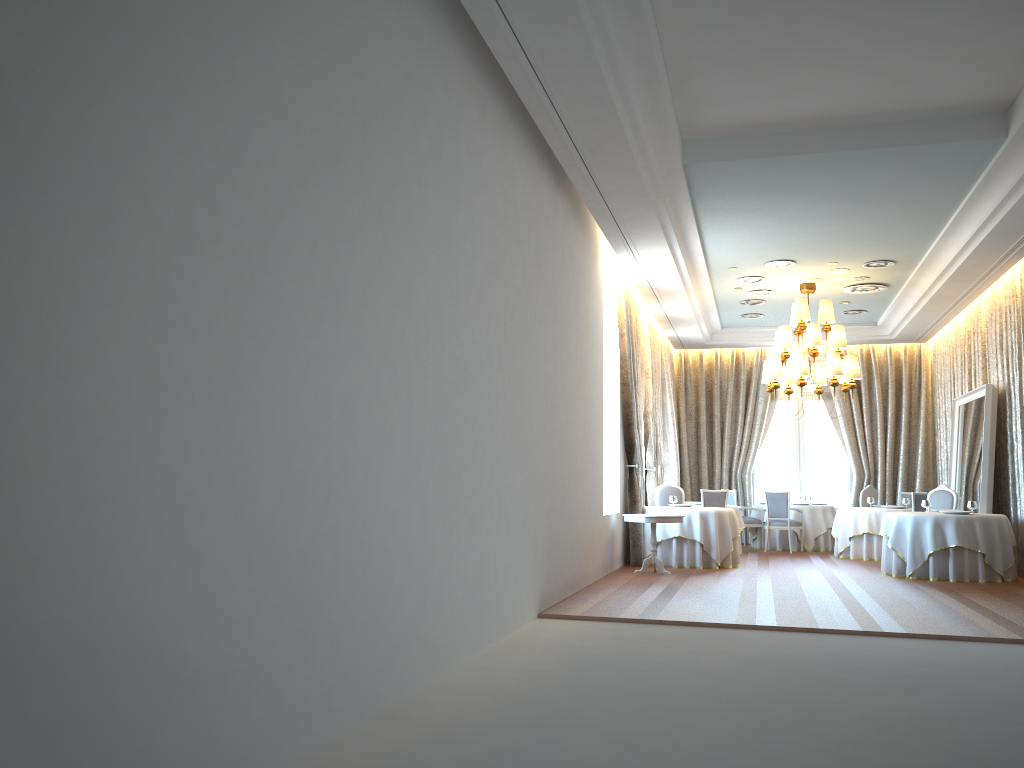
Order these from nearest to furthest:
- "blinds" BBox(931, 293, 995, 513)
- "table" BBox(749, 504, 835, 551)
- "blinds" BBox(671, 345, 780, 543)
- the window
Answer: "blinds" BBox(931, 293, 995, 513)
"table" BBox(749, 504, 835, 551)
"blinds" BBox(671, 345, 780, 543)
the window

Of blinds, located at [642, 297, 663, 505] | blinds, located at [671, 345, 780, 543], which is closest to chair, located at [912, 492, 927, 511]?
blinds, located at [642, 297, 663, 505]

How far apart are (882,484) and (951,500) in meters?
4.7

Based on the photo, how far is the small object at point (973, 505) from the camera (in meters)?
11.65

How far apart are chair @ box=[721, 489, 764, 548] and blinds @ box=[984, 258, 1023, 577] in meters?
4.6 m

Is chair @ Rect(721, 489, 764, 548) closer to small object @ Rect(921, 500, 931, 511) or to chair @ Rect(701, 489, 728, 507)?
chair @ Rect(701, 489, 728, 507)

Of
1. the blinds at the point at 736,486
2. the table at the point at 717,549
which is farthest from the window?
the table at the point at 717,549

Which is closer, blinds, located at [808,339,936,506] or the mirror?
the mirror

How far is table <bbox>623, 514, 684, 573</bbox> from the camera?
11.5m

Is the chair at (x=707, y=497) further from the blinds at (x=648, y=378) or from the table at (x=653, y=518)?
the table at (x=653, y=518)
